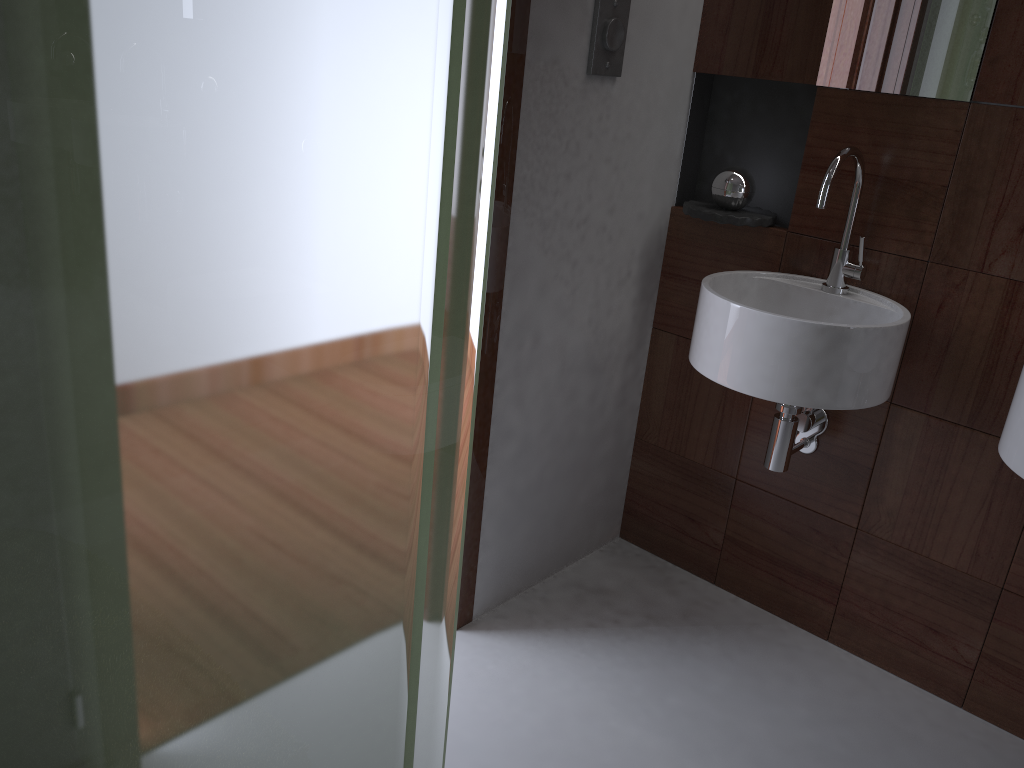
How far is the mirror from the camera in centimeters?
171cm

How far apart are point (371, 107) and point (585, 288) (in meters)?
1.55

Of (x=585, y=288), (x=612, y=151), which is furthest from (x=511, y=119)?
(x=585, y=288)

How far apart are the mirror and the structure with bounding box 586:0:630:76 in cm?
44

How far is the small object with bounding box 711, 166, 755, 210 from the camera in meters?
2.0 m

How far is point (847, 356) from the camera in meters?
1.6

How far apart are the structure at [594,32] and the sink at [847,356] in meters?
0.5

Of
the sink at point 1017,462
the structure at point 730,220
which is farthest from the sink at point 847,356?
the sink at point 1017,462

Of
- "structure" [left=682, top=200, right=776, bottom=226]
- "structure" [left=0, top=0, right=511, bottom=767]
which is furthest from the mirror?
"structure" [left=0, top=0, right=511, bottom=767]

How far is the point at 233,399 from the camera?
0.5m
